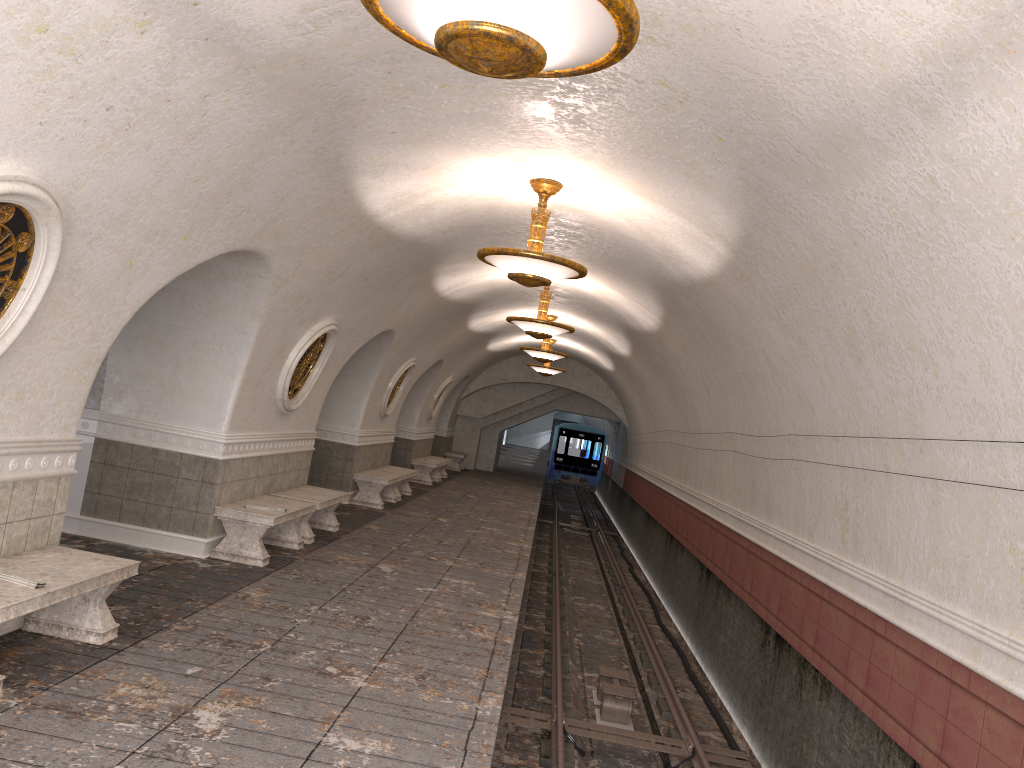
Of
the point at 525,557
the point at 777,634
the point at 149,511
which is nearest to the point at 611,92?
the point at 777,634

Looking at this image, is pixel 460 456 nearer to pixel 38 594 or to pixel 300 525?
Result: pixel 300 525

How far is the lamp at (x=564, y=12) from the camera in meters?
2.9 m

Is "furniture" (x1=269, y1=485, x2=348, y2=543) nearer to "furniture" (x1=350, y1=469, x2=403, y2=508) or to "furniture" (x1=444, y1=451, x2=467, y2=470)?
"furniture" (x1=350, y1=469, x2=403, y2=508)

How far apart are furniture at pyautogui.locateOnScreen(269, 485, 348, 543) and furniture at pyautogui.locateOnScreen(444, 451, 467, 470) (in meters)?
15.29

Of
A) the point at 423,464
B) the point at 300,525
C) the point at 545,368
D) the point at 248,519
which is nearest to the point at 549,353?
the point at 545,368

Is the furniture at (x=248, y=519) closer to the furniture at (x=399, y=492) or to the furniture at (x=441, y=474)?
the furniture at (x=399, y=492)

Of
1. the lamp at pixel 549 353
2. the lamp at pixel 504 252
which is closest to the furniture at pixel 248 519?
the lamp at pixel 504 252

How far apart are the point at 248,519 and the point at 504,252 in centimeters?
372cm

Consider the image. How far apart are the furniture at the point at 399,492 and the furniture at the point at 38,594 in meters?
10.6
